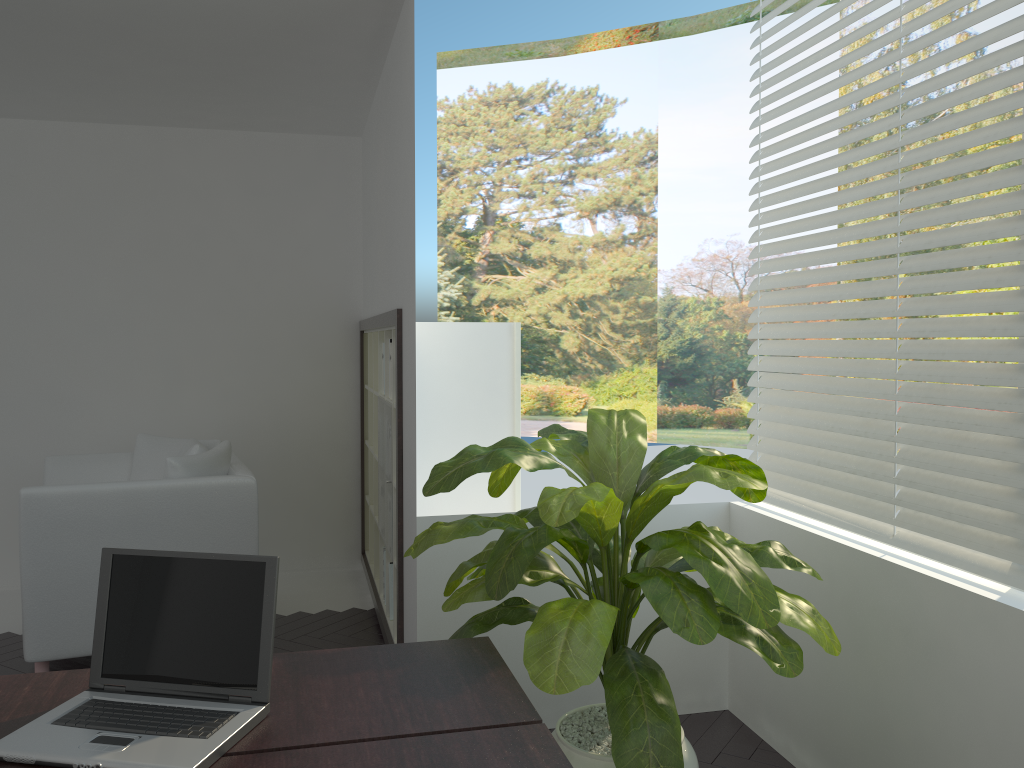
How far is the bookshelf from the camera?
3.95m

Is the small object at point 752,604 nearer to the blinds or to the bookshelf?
the blinds

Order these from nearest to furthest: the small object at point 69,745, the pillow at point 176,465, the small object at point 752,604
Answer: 1. the small object at point 69,745
2. the small object at point 752,604
3. the pillow at point 176,465

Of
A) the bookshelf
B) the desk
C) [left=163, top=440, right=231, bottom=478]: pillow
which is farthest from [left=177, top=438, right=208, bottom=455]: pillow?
the desk

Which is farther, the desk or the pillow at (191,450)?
the pillow at (191,450)

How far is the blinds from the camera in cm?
218

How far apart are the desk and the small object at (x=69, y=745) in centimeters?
1cm

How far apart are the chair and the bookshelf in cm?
58

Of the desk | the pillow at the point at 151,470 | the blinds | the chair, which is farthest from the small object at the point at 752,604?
the pillow at the point at 151,470

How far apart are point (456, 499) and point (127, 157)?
3.1m
